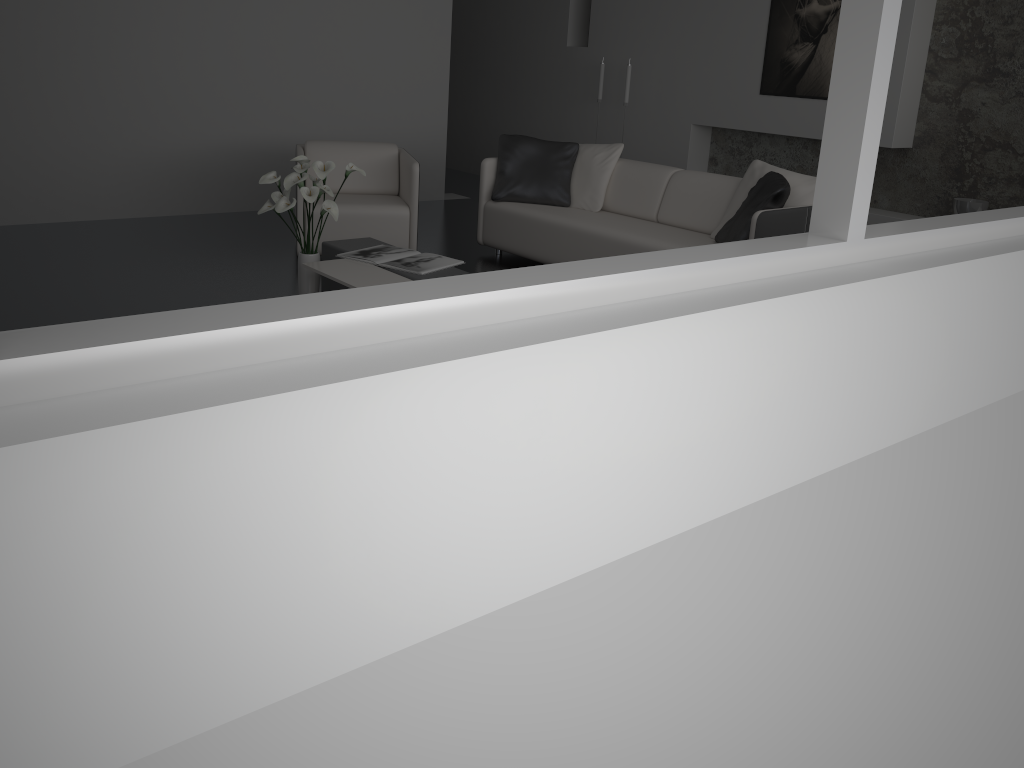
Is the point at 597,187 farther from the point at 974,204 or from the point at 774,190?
the point at 974,204

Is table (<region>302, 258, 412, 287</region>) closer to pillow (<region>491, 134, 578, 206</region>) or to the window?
pillow (<region>491, 134, 578, 206</region>)

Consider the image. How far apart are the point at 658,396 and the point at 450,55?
8.6m

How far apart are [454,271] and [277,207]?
0.9m

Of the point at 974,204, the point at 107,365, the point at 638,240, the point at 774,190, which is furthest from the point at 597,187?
the point at 107,365

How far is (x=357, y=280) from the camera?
3.9m

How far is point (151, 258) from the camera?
5.39m

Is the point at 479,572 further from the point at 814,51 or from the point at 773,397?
the point at 814,51

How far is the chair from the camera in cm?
542

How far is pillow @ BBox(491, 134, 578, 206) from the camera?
5.8m
